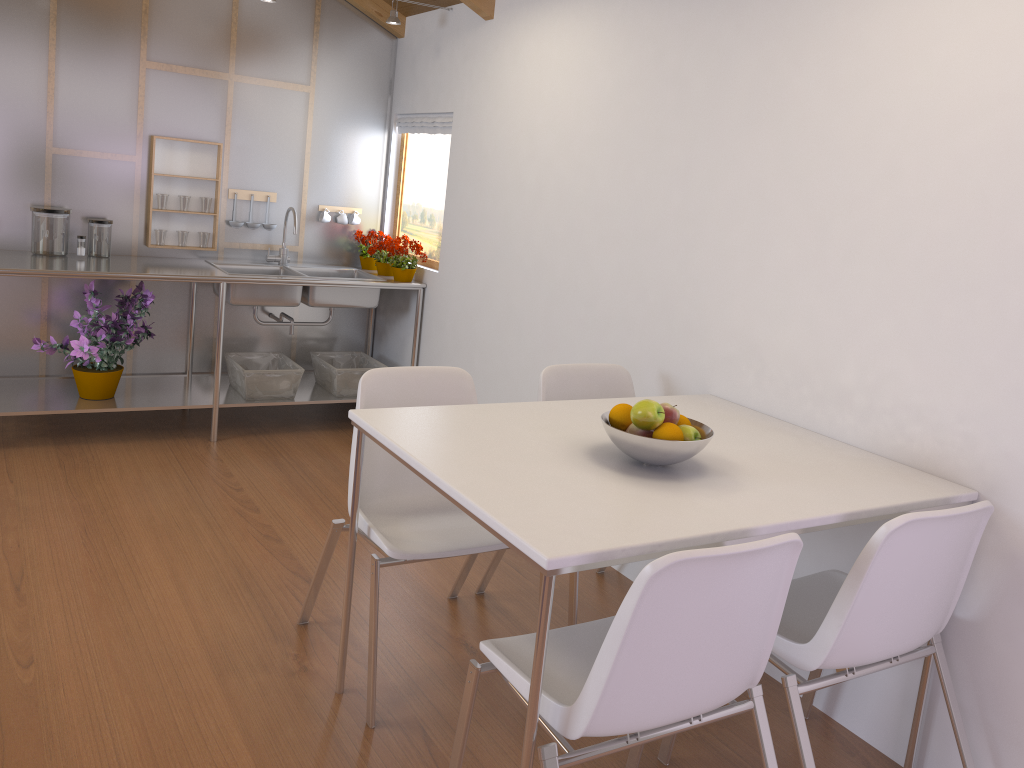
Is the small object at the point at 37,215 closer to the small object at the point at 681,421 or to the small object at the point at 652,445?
the small object at the point at 652,445

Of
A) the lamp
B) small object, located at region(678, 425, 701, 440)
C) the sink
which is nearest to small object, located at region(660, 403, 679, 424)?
small object, located at region(678, 425, 701, 440)

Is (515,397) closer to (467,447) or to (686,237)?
(686,237)

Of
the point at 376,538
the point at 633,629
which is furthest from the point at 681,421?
the point at 376,538

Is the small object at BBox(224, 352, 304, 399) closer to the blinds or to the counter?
the counter

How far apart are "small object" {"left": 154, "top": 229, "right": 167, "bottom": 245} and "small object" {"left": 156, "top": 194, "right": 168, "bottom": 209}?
0.1m

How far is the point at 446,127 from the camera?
4.4m

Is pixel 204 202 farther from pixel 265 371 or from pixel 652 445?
pixel 652 445

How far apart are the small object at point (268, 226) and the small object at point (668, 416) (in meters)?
3.18

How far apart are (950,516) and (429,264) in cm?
325
